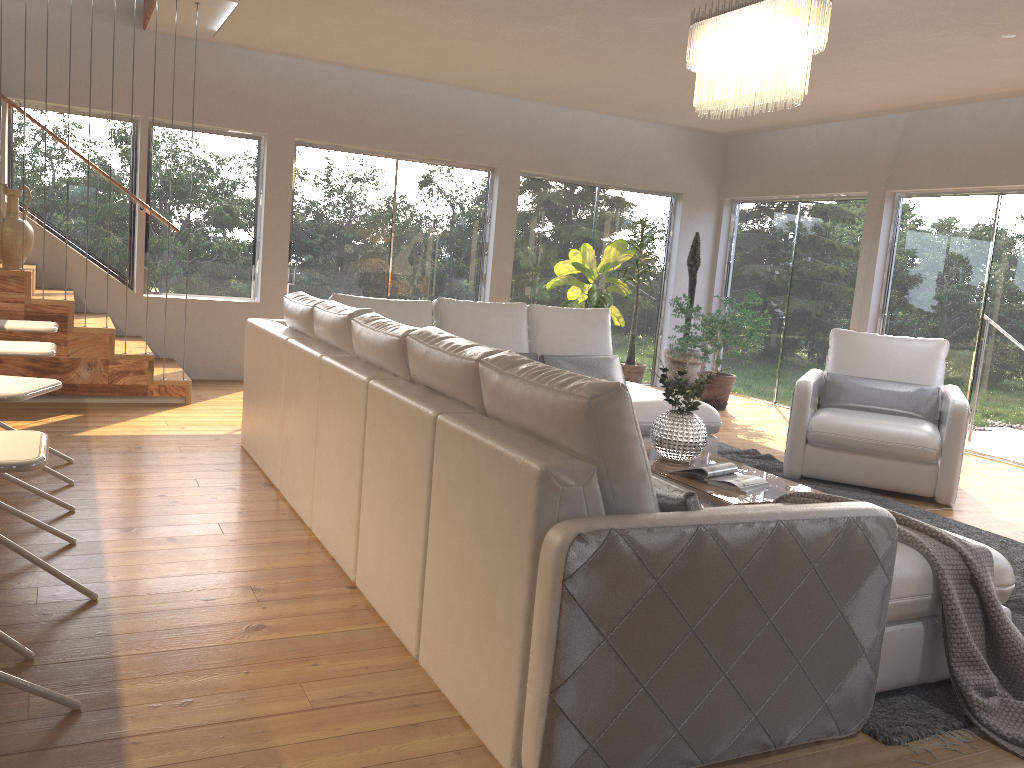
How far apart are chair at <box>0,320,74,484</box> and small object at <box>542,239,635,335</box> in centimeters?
482cm

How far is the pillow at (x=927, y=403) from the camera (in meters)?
5.71

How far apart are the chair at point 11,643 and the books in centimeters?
250cm

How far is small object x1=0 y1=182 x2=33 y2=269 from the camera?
5.86m

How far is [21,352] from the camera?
3.28m

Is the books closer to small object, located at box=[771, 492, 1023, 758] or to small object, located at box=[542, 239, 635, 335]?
small object, located at box=[771, 492, 1023, 758]

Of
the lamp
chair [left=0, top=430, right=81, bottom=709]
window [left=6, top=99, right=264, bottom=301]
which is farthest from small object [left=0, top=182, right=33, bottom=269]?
chair [left=0, top=430, right=81, bottom=709]

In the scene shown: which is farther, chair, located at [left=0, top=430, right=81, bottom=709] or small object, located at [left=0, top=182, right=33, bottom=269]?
small object, located at [left=0, top=182, right=33, bottom=269]

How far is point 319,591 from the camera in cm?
314

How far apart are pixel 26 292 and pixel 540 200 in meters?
4.9 m
